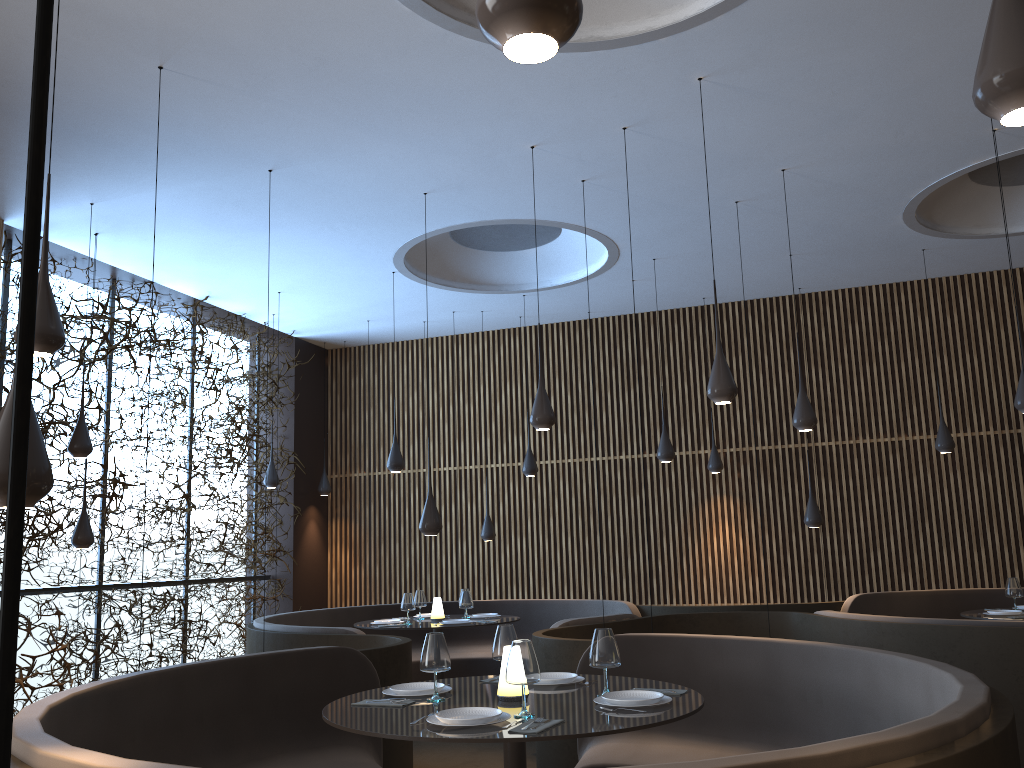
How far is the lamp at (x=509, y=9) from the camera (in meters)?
1.55

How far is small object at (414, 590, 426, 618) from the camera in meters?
9.2 m

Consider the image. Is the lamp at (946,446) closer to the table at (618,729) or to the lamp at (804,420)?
the lamp at (804,420)

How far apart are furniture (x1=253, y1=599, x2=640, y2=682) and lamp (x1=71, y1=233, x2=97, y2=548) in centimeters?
163cm

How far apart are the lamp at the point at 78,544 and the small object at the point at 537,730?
6.0 meters

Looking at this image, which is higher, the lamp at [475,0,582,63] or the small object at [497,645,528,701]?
the lamp at [475,0,582,63]

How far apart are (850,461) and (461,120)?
6.8m

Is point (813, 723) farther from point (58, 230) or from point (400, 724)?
point (58, 230)

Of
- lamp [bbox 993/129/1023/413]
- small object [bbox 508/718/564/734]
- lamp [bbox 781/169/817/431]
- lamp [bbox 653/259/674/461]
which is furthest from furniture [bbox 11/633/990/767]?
lamp [bbox 653/259/674/461]

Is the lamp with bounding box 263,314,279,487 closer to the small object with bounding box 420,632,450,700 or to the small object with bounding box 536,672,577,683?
the small object with bounding box 536,672,577,683
